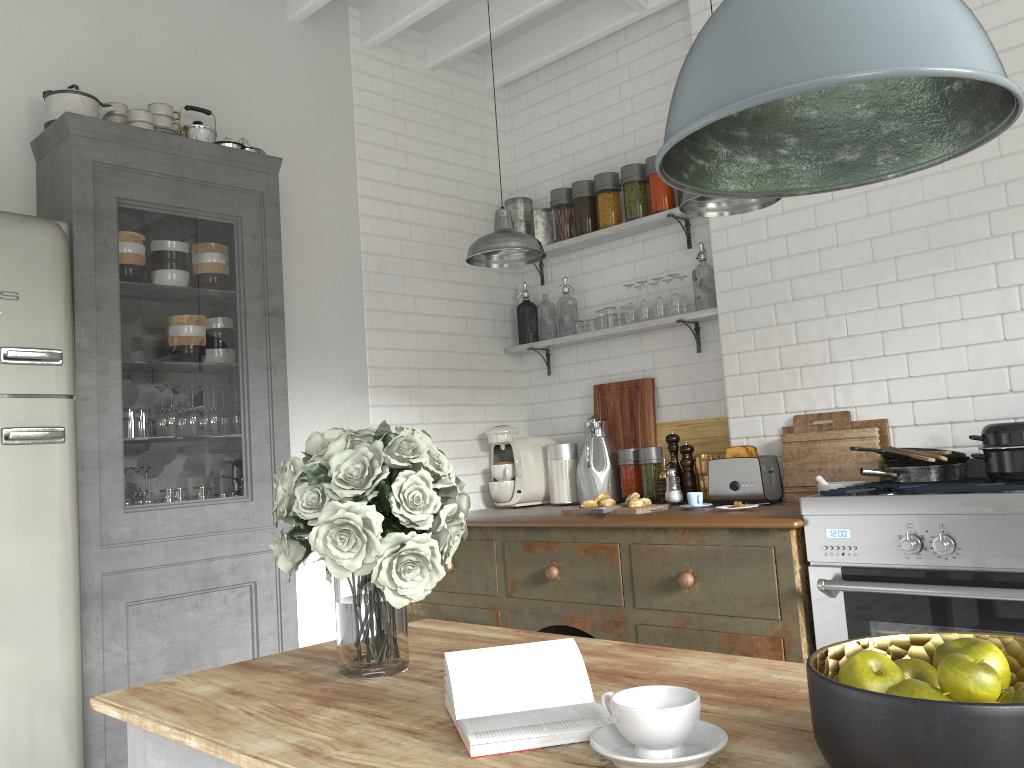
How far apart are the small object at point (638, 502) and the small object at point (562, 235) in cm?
190

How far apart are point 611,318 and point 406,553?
3.8 meters

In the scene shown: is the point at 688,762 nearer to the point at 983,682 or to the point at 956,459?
the point at 983,682

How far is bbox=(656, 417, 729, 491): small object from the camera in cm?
486

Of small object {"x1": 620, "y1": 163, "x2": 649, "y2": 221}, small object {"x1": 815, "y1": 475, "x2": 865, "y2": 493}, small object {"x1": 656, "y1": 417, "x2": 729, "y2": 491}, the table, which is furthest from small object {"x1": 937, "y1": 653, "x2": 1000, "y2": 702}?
small object {"x1": 620, "y1": 163, "x2": 649, "y2": 221}

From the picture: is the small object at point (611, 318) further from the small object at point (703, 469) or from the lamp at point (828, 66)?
the lamp at point (828, 66)

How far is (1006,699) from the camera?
1.1m

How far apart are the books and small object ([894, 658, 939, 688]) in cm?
41

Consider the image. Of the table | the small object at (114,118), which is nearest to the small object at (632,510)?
the table

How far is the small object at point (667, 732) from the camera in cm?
114
